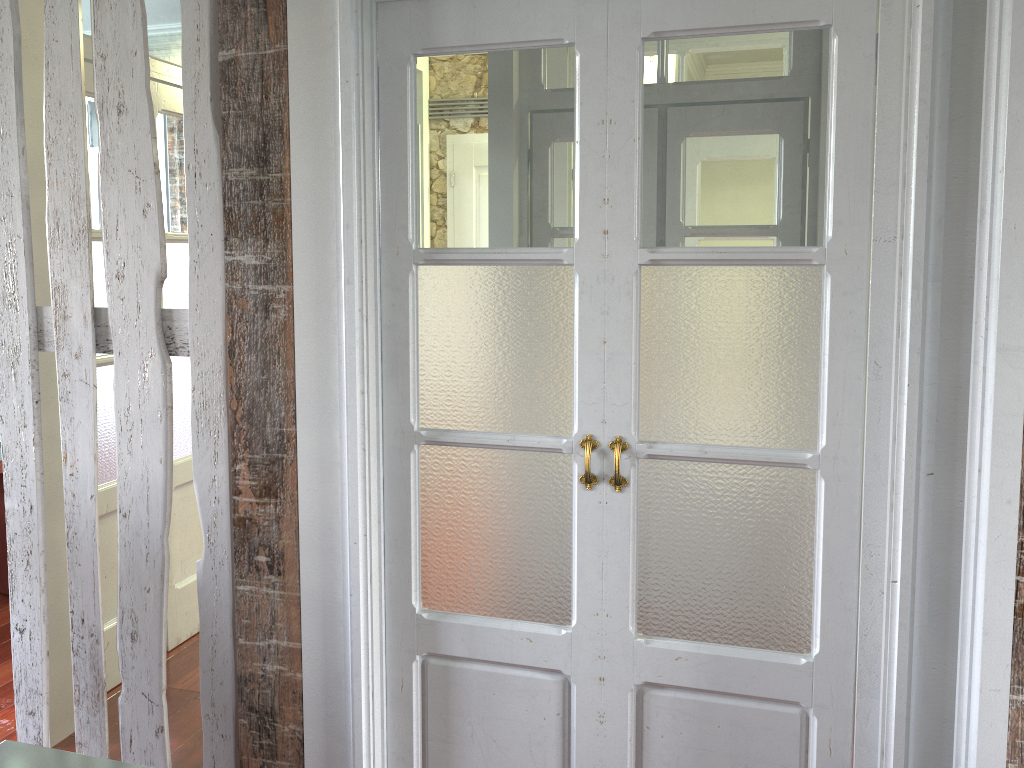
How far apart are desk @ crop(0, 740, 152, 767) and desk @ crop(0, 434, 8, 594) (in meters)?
2.93

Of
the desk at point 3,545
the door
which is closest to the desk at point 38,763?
the door

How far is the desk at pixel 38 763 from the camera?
1.41m

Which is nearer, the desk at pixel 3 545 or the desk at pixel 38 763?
the desk at pixel 38 763

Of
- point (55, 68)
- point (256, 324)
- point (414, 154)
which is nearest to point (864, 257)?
point (414, 154)

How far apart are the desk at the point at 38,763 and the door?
1.72m

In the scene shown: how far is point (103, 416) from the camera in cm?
308

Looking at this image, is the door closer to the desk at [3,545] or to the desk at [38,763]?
the desk at [3,545]

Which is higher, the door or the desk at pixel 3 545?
the door

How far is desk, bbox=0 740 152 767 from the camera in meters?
1.4 m
